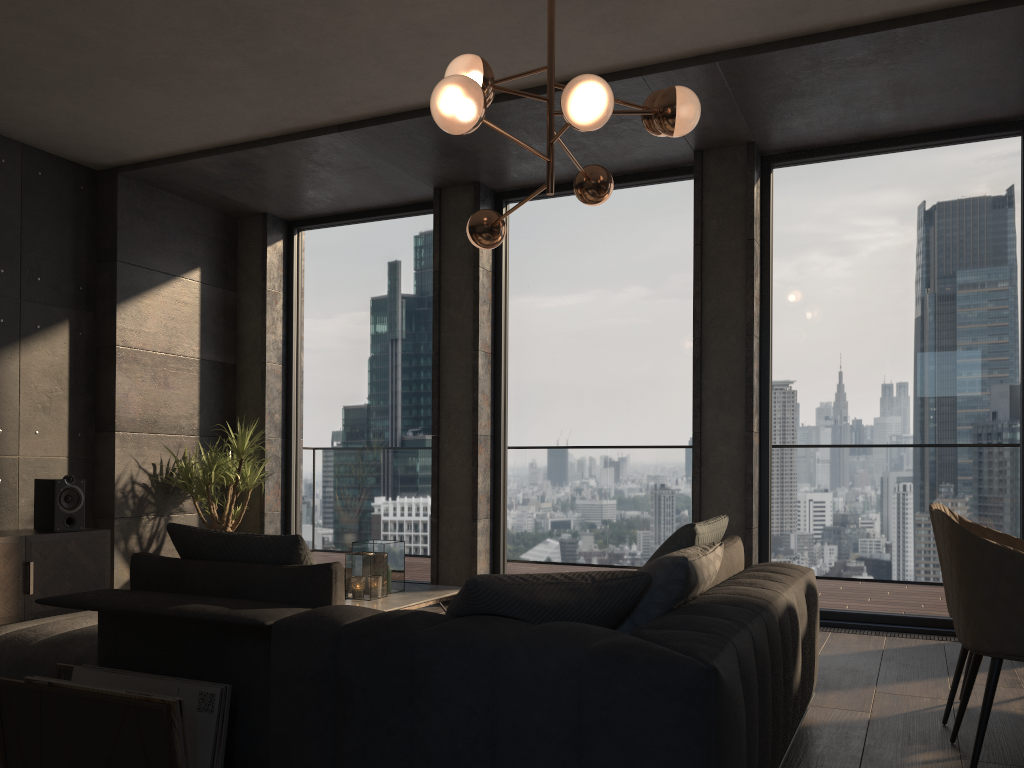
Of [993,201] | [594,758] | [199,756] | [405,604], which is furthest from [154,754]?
[993,201]

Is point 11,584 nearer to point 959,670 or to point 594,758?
point 594,758

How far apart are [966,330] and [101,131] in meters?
5.5 m

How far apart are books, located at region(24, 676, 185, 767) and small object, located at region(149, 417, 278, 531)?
4.2 meters

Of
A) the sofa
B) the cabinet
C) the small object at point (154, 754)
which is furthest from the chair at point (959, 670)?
the cabinet

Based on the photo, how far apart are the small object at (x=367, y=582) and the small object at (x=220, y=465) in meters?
2.2

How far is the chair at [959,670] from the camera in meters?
3.3

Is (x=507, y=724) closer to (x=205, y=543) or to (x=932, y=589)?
(x=205, y=543)

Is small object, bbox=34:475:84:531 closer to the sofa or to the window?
the window

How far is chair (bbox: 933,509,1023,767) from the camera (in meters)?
2.64
